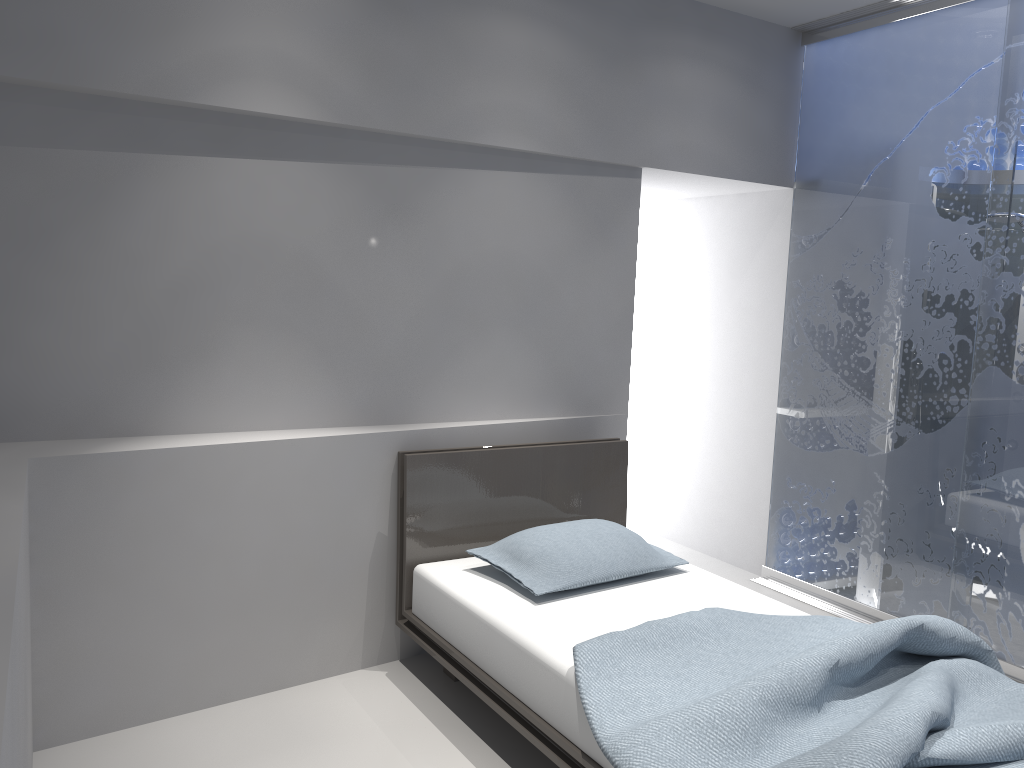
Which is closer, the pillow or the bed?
the bed

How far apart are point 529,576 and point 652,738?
1.1 meters

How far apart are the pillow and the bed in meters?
0.0 m

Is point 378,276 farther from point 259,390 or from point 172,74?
point 172,74

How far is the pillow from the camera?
3.00m

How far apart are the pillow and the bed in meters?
0.0

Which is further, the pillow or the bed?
the pillow

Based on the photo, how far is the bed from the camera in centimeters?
194cm

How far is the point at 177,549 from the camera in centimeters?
286cm
